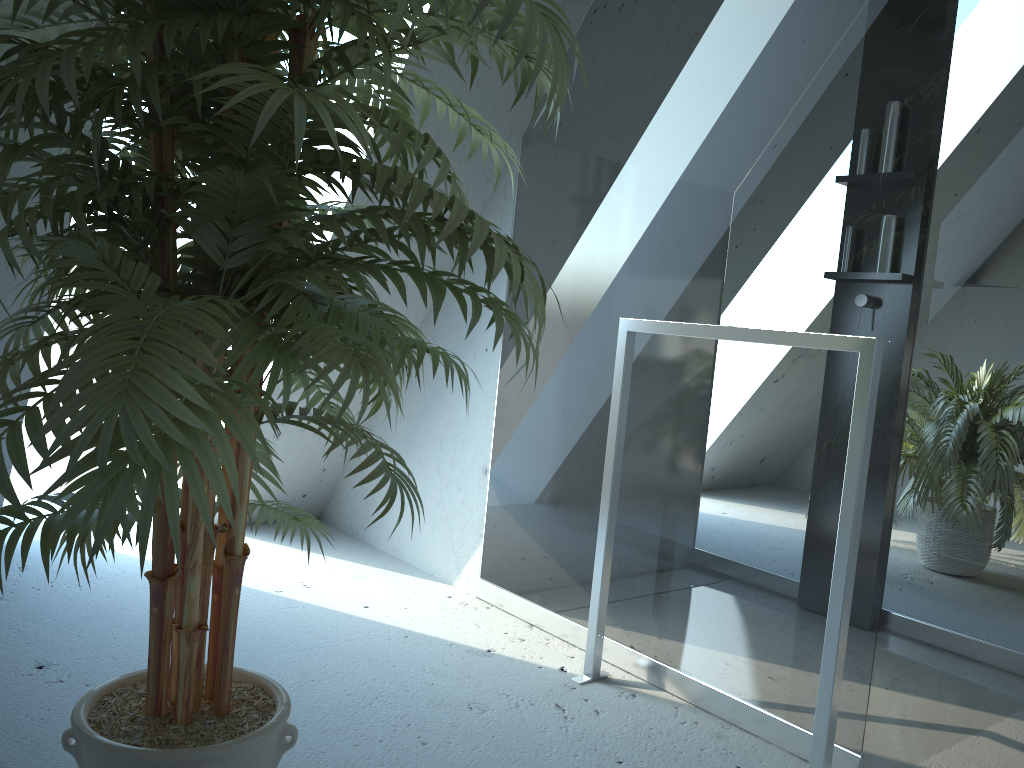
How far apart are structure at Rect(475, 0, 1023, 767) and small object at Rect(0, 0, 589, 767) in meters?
0.6

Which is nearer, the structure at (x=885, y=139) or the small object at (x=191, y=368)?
the small object at (x=191, y=368)

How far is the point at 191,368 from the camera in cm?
77

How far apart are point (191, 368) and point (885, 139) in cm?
144

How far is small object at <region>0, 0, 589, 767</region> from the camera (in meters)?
0.77

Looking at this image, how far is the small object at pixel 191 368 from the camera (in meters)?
0.77

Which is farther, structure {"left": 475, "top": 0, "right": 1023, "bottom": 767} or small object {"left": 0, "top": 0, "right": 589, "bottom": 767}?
structure {"left": 475, "top": 0, "right": 1023, "bottom": 767}

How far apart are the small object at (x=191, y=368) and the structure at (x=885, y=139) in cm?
64
